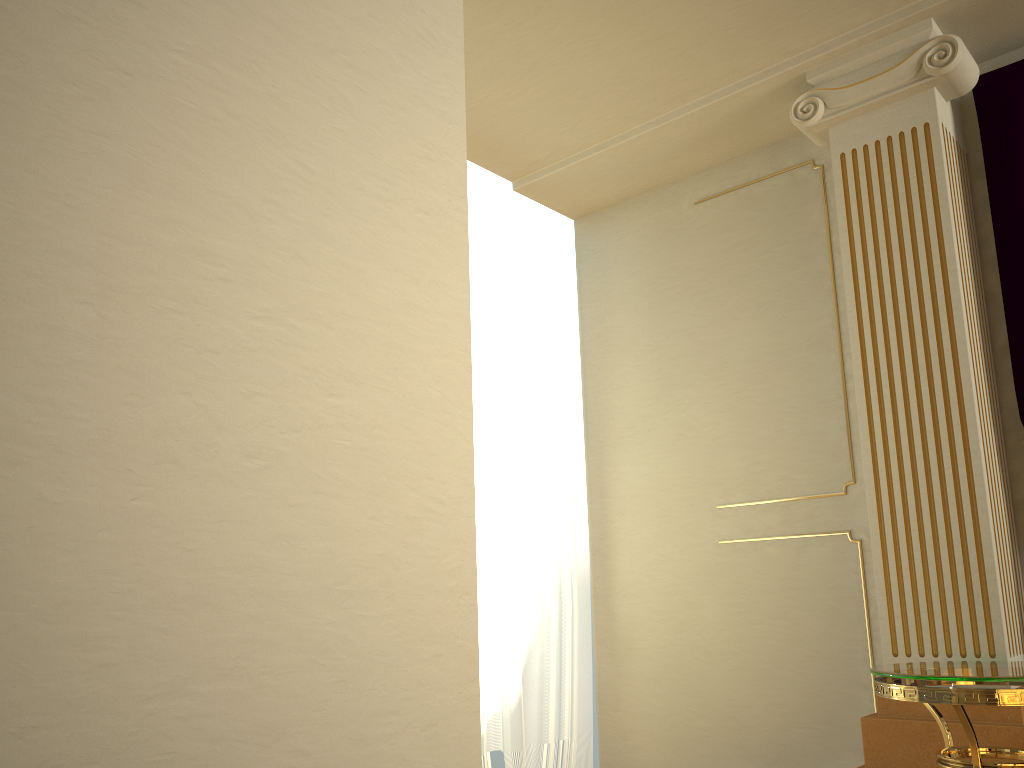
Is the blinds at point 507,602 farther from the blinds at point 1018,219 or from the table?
the blinds at point 1018,219

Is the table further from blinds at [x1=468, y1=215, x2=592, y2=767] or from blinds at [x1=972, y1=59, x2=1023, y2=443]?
blinds at [x1=468, y1=215, x2=592, y2=767]

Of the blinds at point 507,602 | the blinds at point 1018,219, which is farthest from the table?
the blinds at point 507,602

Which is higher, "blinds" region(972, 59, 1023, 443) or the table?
"blinds" region(972, 59, 1023, 443)

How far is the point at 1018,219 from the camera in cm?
294

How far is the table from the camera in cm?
214

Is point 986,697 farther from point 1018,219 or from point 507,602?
point 507,602

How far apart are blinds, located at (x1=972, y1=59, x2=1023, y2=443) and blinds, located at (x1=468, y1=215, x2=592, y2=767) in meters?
1.8

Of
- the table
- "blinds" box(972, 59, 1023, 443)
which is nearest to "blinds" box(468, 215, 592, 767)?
the table

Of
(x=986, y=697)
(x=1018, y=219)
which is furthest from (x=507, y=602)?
(x=1018, y=219)
